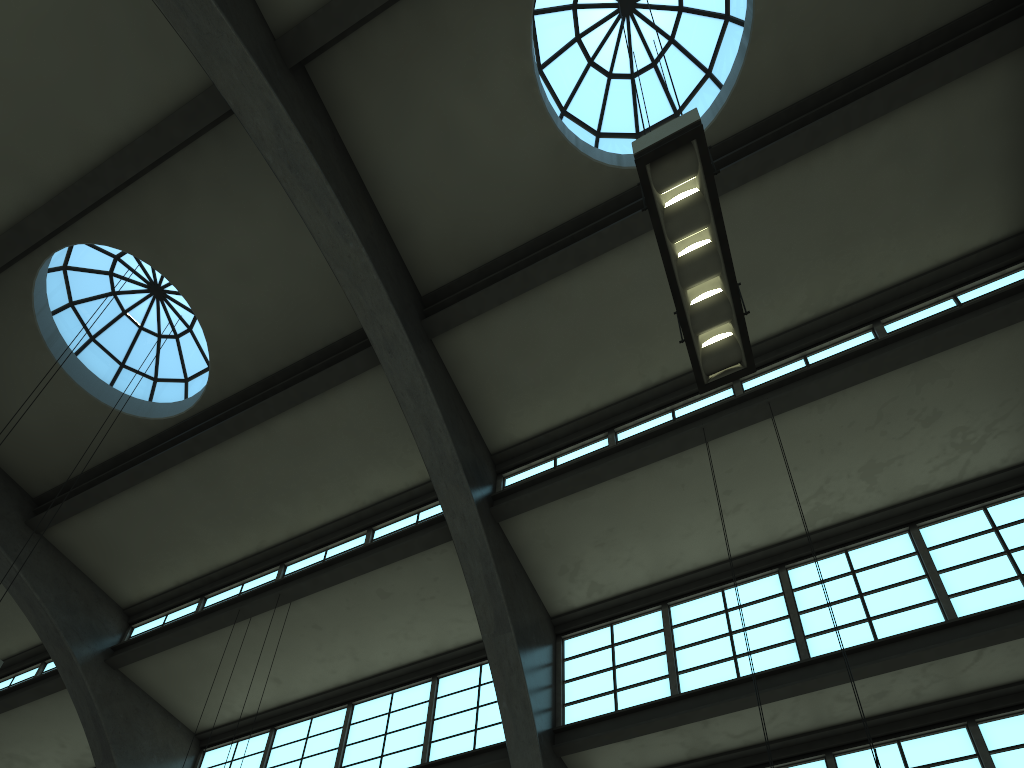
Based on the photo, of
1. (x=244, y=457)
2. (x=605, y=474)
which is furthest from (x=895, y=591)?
(x=244, y=457)

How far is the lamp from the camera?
5.6 meters

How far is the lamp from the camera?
5.6 meters
